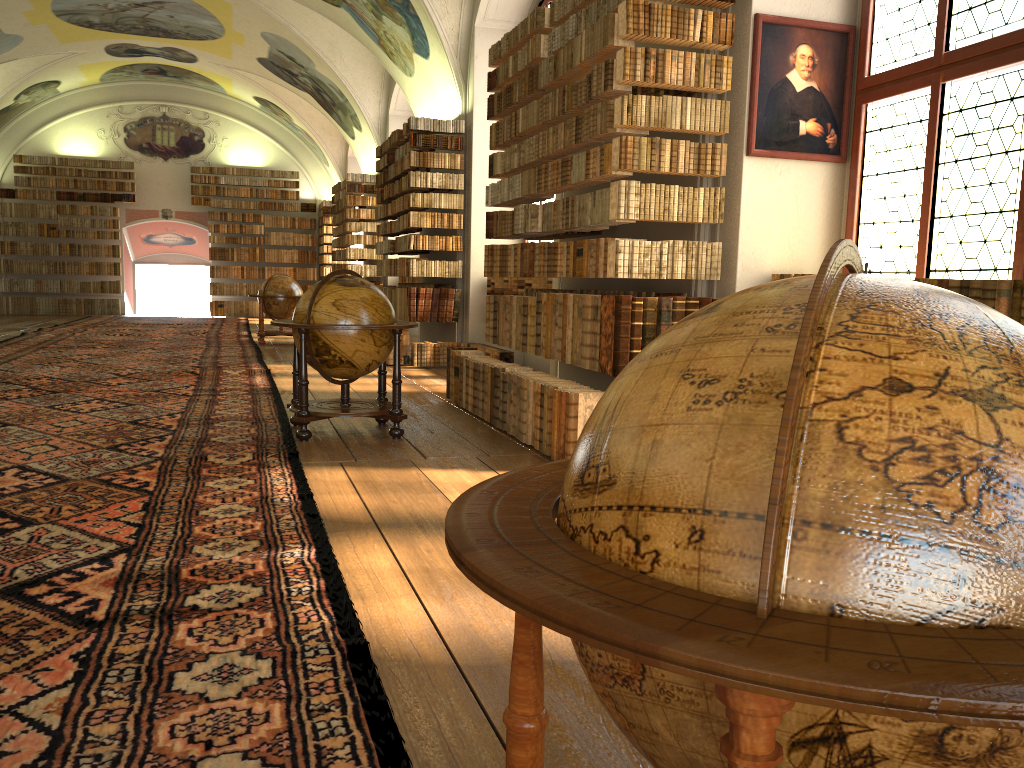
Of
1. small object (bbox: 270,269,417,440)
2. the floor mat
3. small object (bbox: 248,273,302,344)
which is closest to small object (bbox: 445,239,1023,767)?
the floor mat

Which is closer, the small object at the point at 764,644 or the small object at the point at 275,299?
the small object at the point at 764,644

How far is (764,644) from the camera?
0.9m

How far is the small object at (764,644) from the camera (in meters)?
0.95

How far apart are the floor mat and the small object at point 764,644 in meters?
0.8

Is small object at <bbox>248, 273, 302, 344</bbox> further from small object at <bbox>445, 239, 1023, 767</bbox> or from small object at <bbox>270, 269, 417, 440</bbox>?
small object at <bbox>445, 239, 1023, 767</bbox>

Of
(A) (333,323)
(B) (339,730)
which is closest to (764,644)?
(B) (339,730)

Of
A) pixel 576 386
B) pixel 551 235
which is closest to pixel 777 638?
pixel 576 386

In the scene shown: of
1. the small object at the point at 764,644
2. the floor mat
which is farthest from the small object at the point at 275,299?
the small object at the point at 764,644

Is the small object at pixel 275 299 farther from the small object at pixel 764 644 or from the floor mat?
the small object at pixel 764 644
